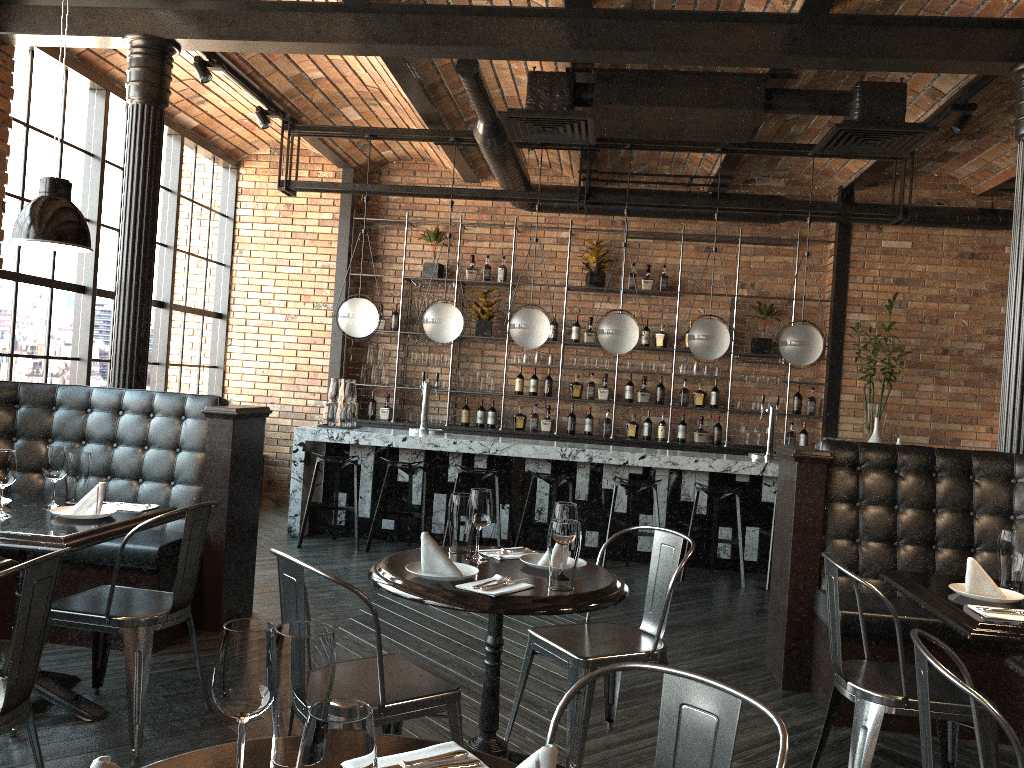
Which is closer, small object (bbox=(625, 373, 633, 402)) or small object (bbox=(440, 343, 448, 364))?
small object (bbox=(625, 373, 633, 402))

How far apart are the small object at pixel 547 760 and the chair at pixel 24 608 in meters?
1.5

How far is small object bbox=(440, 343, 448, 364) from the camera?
9.14m

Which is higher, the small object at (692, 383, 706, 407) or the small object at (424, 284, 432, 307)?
the small object at (424, 284, 432, 307)

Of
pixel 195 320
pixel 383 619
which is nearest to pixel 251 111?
pixel 195 320

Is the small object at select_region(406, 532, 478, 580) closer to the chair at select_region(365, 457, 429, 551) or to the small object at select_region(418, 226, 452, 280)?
the chair at select_region(365, 457, 429, 551)

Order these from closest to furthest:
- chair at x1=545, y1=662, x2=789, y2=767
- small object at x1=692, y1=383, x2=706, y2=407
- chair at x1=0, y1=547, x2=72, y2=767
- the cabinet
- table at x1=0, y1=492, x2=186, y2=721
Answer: chair at x1=545, y1=662, x2=789, y2=767
chair at x1=0, y1=547, x2=72, y2=767
table at x1=0, y1=492, x2=186, y2=721
the cabinet
small object at x1=692, y1=383, x2=706, y2=407

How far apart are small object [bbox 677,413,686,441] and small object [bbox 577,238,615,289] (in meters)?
1.65

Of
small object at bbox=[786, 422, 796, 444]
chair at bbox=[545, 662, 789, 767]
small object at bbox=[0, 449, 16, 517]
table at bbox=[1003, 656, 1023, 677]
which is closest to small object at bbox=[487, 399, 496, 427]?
small object at bbox=[786, 422, 796, 444]

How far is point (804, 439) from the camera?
8.9m
